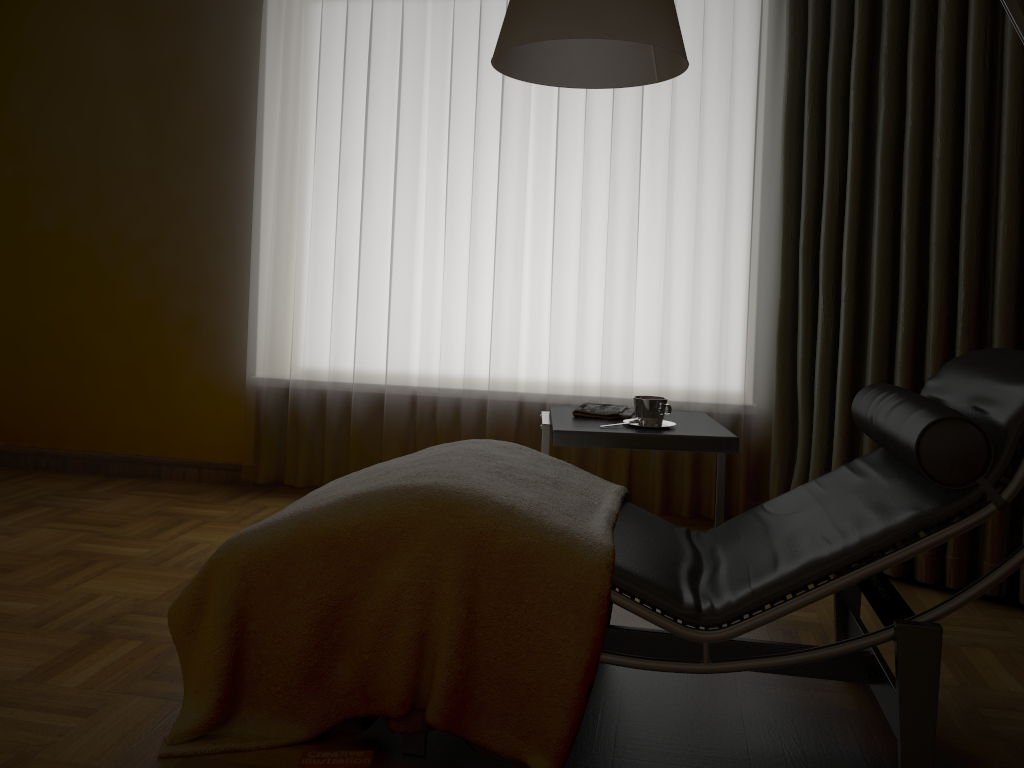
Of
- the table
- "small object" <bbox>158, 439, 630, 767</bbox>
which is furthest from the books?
the table

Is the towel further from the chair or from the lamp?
the lamp

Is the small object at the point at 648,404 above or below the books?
above

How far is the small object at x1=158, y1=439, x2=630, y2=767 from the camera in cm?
166

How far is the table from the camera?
2.4 meters

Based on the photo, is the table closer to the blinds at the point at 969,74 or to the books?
the blinds at the point at 969,74

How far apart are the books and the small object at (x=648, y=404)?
1.24m

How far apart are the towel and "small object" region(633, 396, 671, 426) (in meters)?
0.10

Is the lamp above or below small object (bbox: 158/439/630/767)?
above

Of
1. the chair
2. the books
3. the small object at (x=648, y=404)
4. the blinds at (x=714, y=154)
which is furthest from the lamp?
the books
